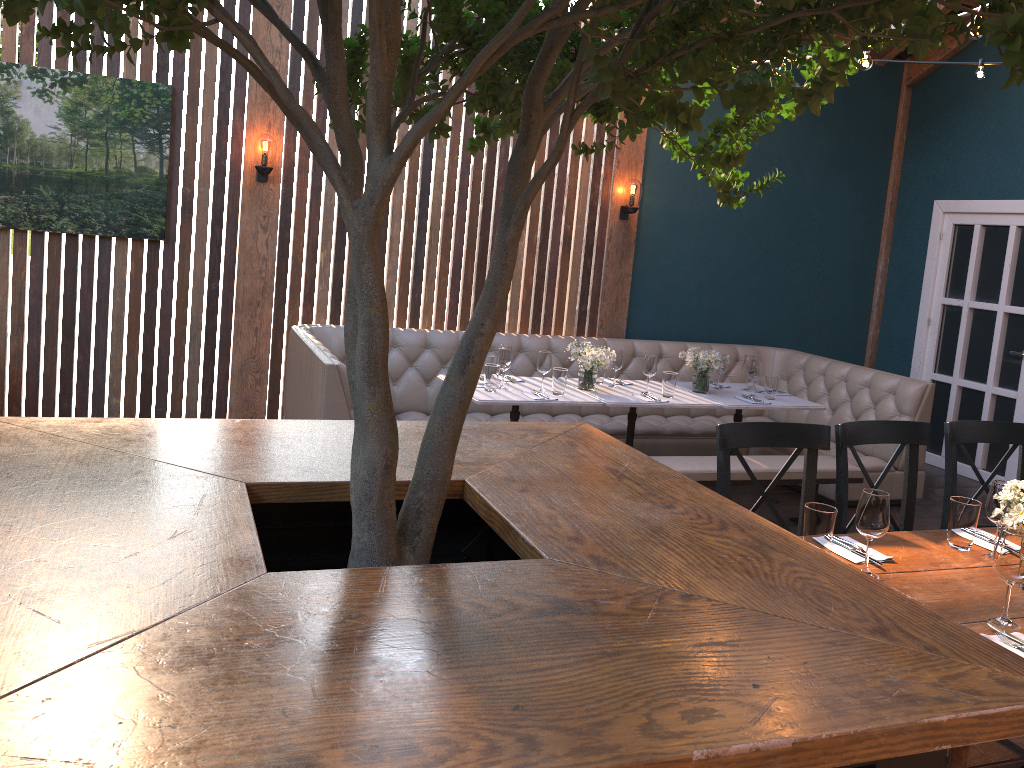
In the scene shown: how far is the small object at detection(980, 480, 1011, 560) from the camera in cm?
276

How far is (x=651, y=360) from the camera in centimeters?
557cm

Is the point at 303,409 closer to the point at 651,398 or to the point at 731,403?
the point at 651,398

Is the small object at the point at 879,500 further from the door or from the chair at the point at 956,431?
the door

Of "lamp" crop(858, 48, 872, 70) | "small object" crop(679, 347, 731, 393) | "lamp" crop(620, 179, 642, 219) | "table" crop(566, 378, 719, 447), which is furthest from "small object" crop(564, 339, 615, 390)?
"lamp" crop(858, 48, 872, 70)

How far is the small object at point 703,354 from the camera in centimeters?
573cm

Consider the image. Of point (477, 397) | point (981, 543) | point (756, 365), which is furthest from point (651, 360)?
point (981, 543)

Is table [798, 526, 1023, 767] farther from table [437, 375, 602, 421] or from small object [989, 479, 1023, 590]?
table [437, 375, 602, 421]

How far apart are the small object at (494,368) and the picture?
2.3m

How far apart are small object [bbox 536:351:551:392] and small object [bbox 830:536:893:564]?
2.7m
